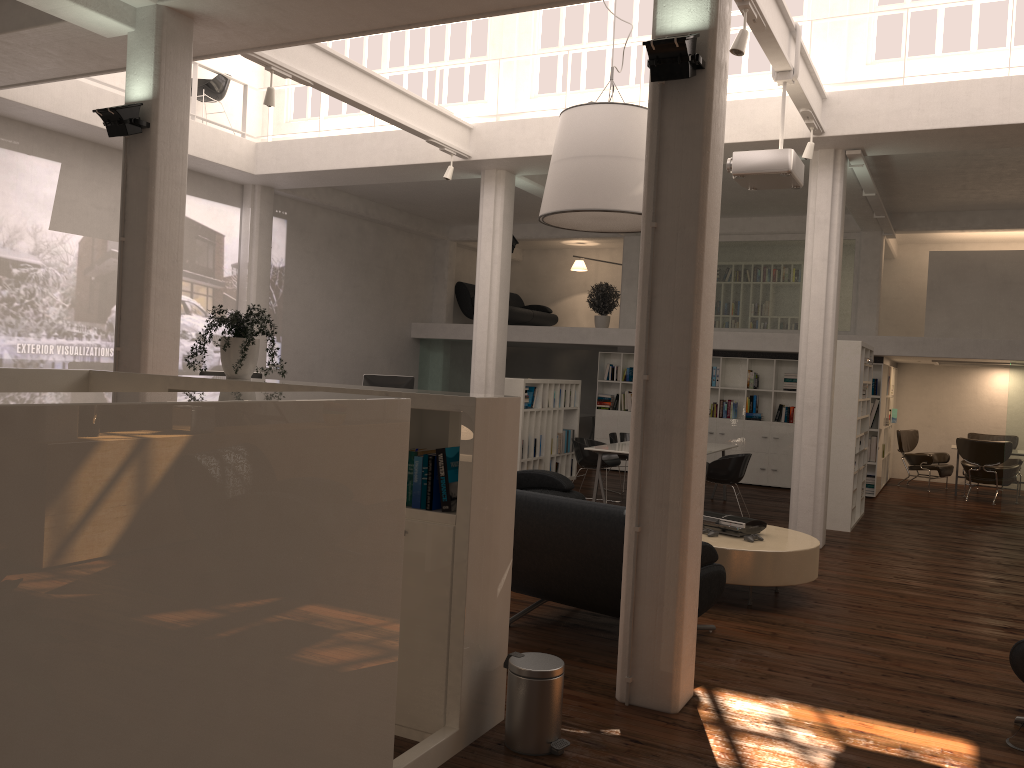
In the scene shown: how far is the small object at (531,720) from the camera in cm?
476

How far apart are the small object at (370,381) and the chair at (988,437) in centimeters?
1217cm

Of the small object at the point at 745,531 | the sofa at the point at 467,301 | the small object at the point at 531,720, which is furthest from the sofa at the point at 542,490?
the sofa at the point at 467,301

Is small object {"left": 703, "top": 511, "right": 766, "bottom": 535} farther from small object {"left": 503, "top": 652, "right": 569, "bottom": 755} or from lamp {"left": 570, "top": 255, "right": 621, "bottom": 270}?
lamp {"left": 570, "top": 255, "right": 621, "bottom": 270}

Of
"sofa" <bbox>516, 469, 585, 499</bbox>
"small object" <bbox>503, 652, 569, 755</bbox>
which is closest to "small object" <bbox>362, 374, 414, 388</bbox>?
"sofa" <bbox>516, 469, 585, 499</bbox>

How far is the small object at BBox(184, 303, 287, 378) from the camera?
5.62m

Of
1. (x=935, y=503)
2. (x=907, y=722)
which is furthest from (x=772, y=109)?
(x=935, y=503)

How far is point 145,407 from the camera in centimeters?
281cm

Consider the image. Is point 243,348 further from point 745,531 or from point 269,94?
point 745,531

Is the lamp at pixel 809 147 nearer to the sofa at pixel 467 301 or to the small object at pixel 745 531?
the small object at pixel 745 531
